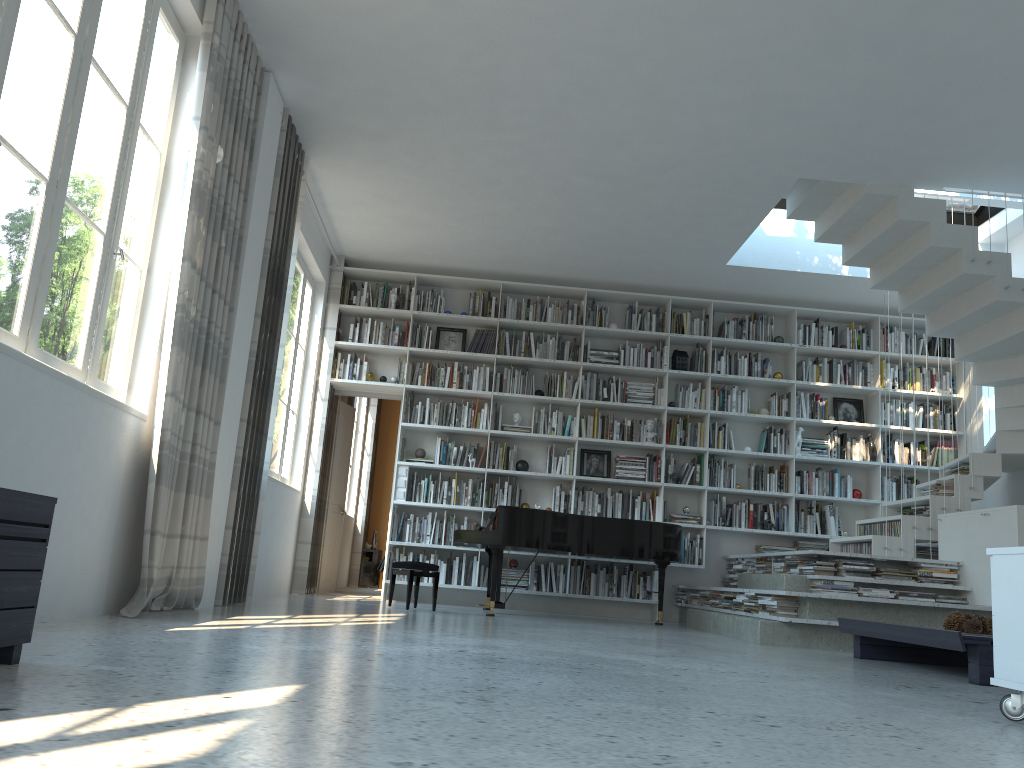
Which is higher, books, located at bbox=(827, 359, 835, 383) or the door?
books, located at bbox=(827, 359, 835, 383)

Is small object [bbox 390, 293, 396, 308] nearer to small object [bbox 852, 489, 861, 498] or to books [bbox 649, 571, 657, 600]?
books [bbox 649, 571, 657, 600]

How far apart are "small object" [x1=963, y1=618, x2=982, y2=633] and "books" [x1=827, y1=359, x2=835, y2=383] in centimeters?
466cm

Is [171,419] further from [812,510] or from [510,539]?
[812,510]

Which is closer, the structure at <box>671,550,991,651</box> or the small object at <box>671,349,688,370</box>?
the structure at <box>671,550,991,651</box>

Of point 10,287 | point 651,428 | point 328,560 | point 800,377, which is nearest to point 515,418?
point 651,428

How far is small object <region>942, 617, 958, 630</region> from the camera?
4.41m

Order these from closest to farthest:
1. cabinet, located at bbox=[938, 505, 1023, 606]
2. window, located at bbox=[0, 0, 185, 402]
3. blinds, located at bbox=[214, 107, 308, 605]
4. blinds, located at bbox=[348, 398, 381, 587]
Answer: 1. window, located at bbox=[0, 0, 185, 402]
2. blinds, located at bbox=[214, 107, 308, 605]
3. cabinet, located at bbox=[938, 505, 1023, 606]
4. blinds, located at bbox=[348, 398, 381, 587]

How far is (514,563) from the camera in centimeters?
827cm

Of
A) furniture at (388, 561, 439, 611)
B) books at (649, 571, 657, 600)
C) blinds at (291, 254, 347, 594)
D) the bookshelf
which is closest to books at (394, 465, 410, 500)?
the bookshelf
